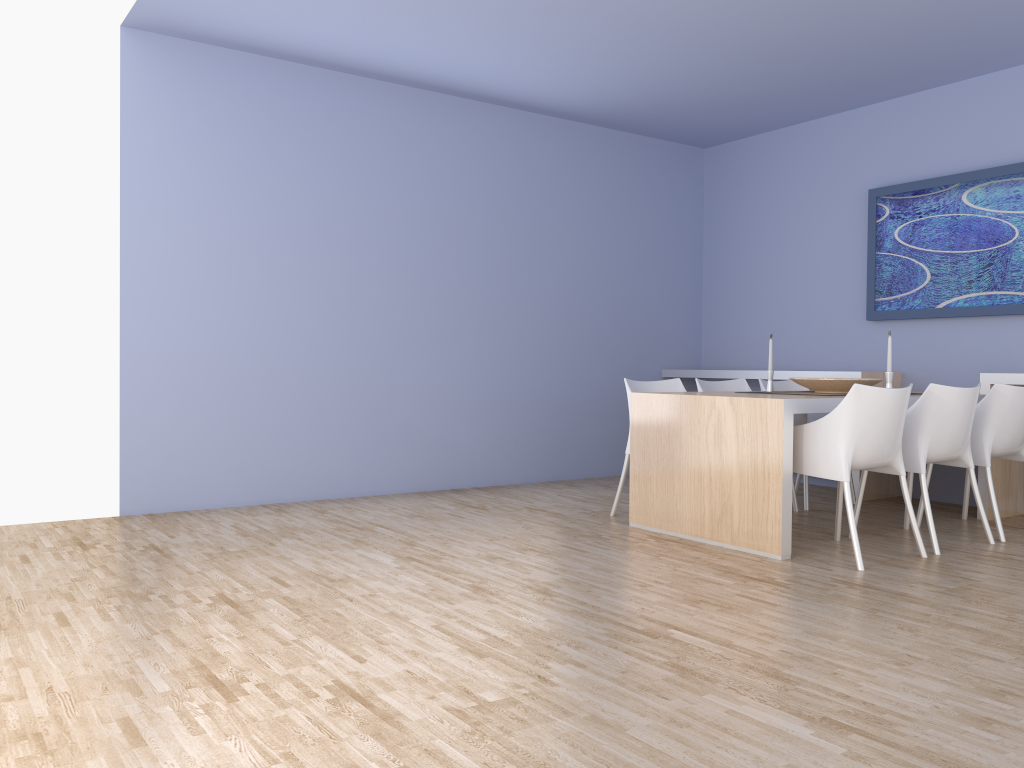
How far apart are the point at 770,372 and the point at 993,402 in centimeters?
116cm

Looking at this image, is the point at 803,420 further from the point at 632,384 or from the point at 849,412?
the point at 849,412

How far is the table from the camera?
3.97m

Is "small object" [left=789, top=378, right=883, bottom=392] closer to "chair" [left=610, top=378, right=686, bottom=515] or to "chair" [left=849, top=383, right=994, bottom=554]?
"chair" [left=849, top=383, right=994, bottom=554]

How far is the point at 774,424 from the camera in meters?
4.0 m

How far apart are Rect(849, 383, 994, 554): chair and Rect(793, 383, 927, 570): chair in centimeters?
12cm

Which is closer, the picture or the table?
the table

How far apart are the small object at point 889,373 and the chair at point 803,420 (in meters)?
0.88

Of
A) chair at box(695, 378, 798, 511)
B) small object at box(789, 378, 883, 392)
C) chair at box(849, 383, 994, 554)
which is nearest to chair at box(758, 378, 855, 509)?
chair at box(695, 378, 798, 511)

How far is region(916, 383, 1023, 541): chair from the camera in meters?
4.5
